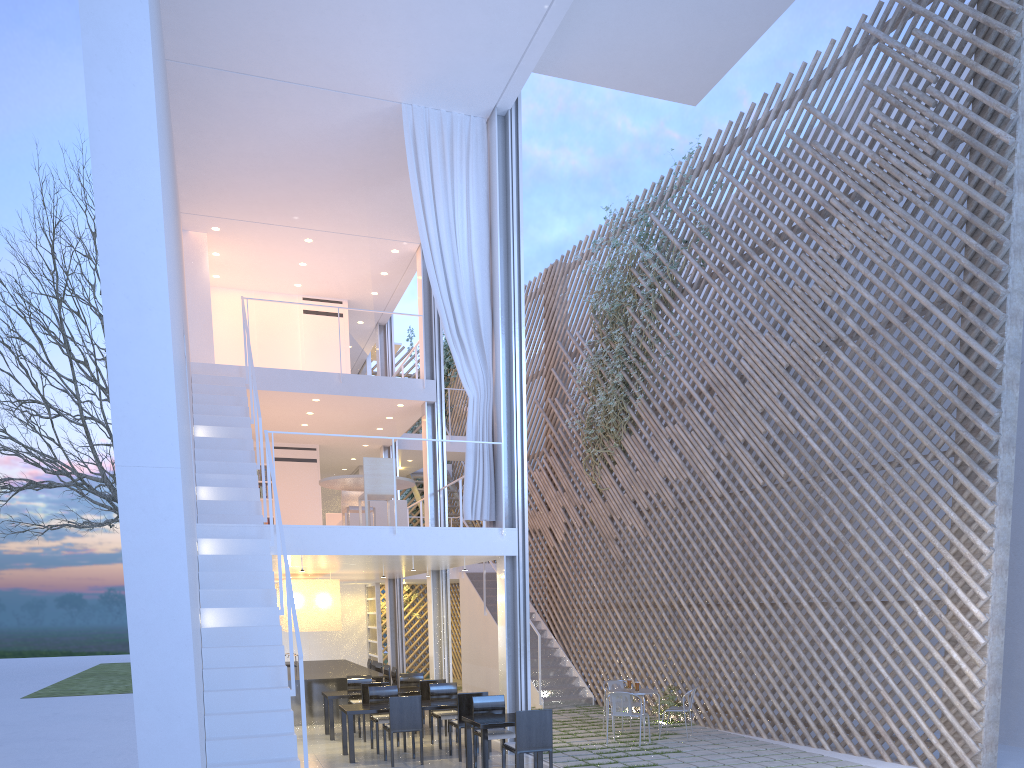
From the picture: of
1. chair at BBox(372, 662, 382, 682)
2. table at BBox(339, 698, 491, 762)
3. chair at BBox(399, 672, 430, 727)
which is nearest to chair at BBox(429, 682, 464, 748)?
table at BBox(339, 698, 491, 762)

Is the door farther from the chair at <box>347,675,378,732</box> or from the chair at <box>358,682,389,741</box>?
the chair at <box>358,682,389,741</box>

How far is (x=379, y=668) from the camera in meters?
7.4

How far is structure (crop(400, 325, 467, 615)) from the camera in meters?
11.0

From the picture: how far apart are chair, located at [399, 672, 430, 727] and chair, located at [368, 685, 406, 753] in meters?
1.0 m

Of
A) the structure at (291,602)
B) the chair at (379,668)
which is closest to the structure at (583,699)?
the chair at (379,668)

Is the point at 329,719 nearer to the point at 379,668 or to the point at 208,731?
the point at 379,668

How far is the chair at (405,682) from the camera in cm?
615

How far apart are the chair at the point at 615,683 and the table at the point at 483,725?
1.8m

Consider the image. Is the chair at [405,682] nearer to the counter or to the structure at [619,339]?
the counter
